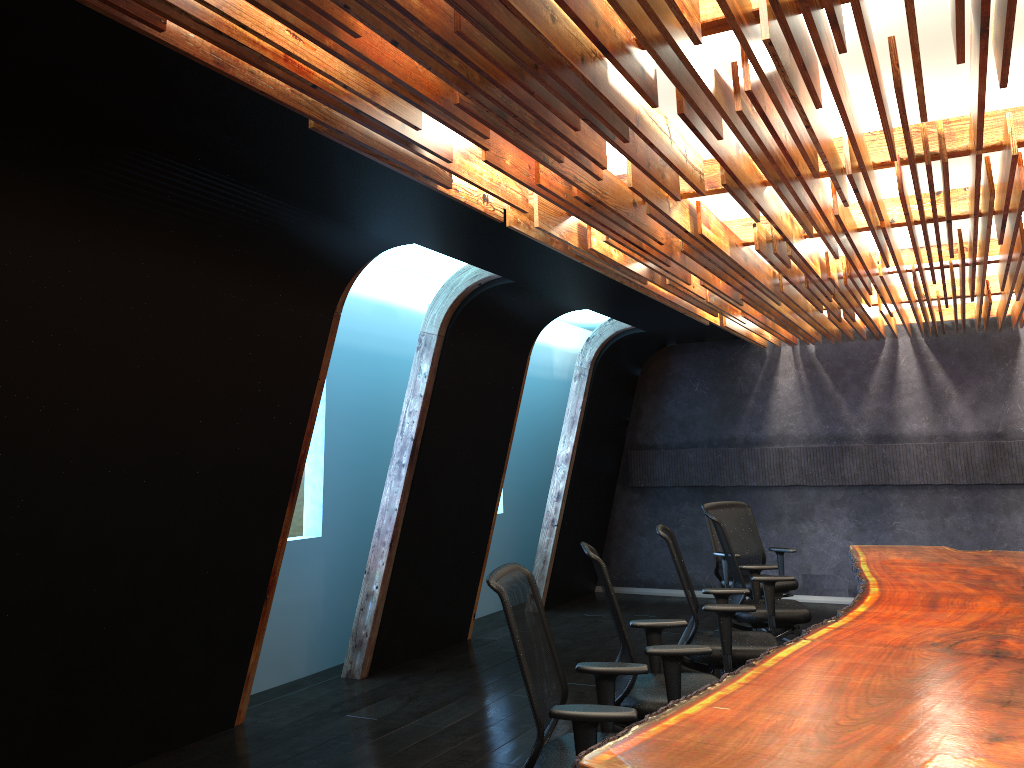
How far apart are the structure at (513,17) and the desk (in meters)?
2.11

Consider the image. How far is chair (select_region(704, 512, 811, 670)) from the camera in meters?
6.3 m

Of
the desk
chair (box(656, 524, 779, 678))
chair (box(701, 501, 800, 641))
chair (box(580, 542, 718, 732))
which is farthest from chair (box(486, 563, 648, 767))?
chair (box(701, 501, 800, 641))

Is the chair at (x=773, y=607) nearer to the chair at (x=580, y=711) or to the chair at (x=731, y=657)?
the chair at (x=731, y=657)

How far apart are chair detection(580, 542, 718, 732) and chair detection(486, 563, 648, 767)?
0.3 meters

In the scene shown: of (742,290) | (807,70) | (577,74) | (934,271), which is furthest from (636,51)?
(934,271)

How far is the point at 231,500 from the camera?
5.5 meters

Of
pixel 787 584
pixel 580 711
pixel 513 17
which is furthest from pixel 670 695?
pixel 787 584

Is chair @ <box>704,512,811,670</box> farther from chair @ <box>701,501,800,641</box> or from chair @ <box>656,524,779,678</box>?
chair @ <box>701,501,800,641</box>

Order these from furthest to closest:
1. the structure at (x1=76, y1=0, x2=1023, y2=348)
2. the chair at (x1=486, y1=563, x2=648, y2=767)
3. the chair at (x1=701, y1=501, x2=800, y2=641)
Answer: the chair at (x1=701, y1=501, x2=800, y2=641), the chair at (x1=486, y1=563, x2=648, y2=767), the structure at (x1=76, y1=0, x2=1023, y2=348)
